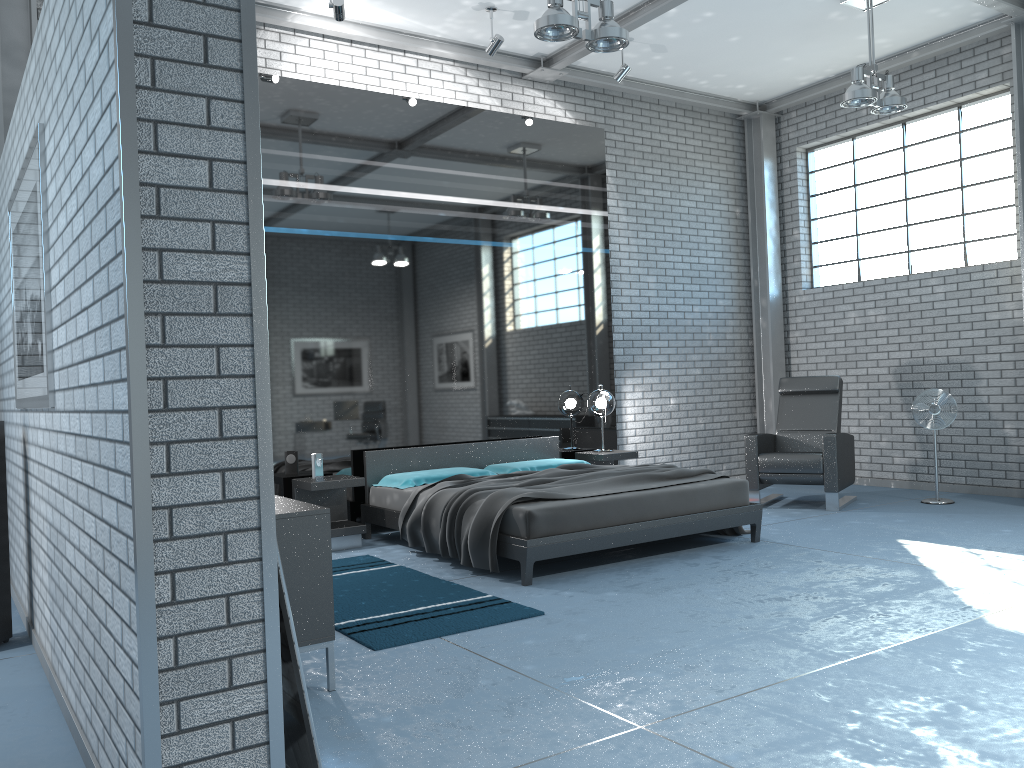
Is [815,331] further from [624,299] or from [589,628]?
[589,628]

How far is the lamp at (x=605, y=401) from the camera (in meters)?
7.81

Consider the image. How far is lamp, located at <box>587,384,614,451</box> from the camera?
7.8m

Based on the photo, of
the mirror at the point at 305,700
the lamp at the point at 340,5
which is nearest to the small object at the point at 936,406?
the lamp at the point at 340,5

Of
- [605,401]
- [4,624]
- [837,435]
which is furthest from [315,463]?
[837,435]

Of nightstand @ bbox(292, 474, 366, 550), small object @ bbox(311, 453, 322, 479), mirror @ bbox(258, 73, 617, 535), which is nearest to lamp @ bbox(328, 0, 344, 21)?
mirror @ bbox(258, 73, 617, 535)

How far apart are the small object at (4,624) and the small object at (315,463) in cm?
239

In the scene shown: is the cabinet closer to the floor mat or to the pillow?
the floor mat

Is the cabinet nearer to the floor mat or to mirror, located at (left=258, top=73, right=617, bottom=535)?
the floor mat

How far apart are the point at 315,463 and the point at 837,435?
4.1m
